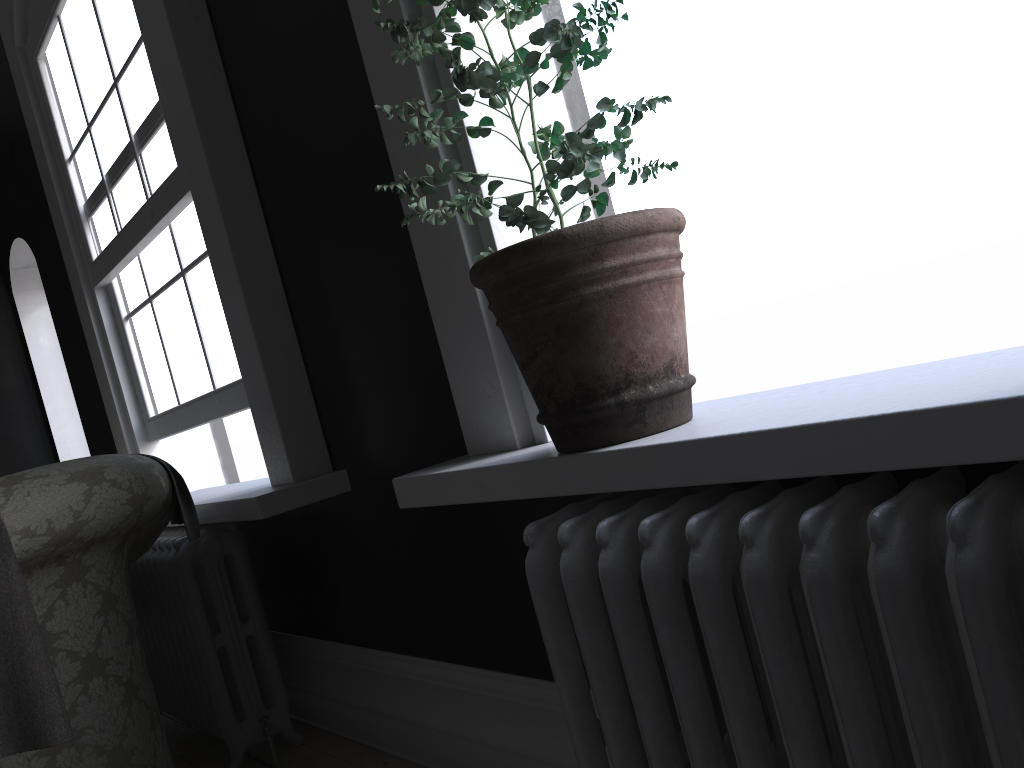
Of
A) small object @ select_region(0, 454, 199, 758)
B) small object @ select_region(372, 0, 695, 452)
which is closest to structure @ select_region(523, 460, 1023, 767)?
small object @ select_region(372, 0, 695, 452)

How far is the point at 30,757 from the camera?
2.0m

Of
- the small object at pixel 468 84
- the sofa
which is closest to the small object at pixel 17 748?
the sofa

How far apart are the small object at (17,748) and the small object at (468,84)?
1.1m

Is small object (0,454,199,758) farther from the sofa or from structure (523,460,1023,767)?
structure (523,460,1023,767)

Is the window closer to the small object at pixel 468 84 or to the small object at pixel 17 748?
the small object at pixel 17 748

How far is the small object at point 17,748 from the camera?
1.79m

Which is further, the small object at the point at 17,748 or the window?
the window

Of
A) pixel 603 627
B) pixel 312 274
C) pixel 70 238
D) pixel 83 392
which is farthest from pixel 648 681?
pixel 83 392

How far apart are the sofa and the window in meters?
0.5 m
